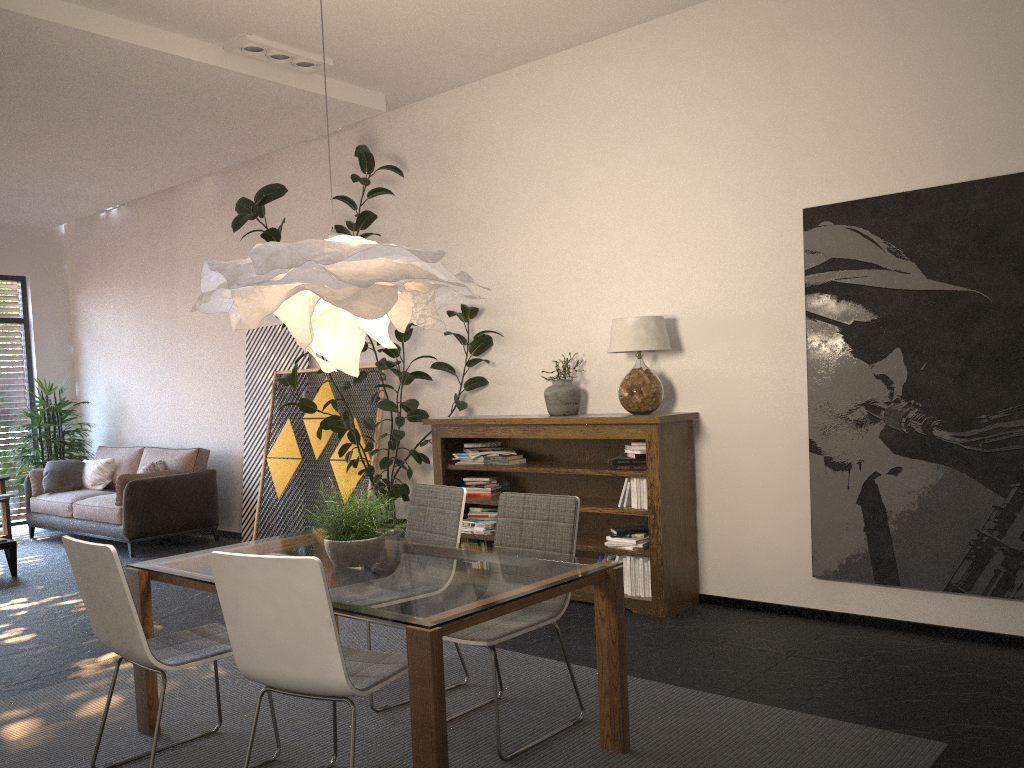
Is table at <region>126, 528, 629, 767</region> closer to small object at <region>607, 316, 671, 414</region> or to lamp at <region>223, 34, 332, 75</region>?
small object at <region>607, 316, 671, 414</region>

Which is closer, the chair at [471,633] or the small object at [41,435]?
the chair at [471,633]

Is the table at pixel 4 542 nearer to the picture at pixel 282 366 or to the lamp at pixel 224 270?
the picture at pixel 282 366

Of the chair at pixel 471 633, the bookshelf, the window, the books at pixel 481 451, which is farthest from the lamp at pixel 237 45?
the window

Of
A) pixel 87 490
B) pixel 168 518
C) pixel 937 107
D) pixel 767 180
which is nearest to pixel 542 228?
pixel 767 180

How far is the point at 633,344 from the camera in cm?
520

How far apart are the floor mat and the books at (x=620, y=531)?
1.13m

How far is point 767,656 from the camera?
4.3m

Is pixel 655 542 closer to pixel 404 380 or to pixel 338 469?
pixel 404 380

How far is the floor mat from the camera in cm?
319
